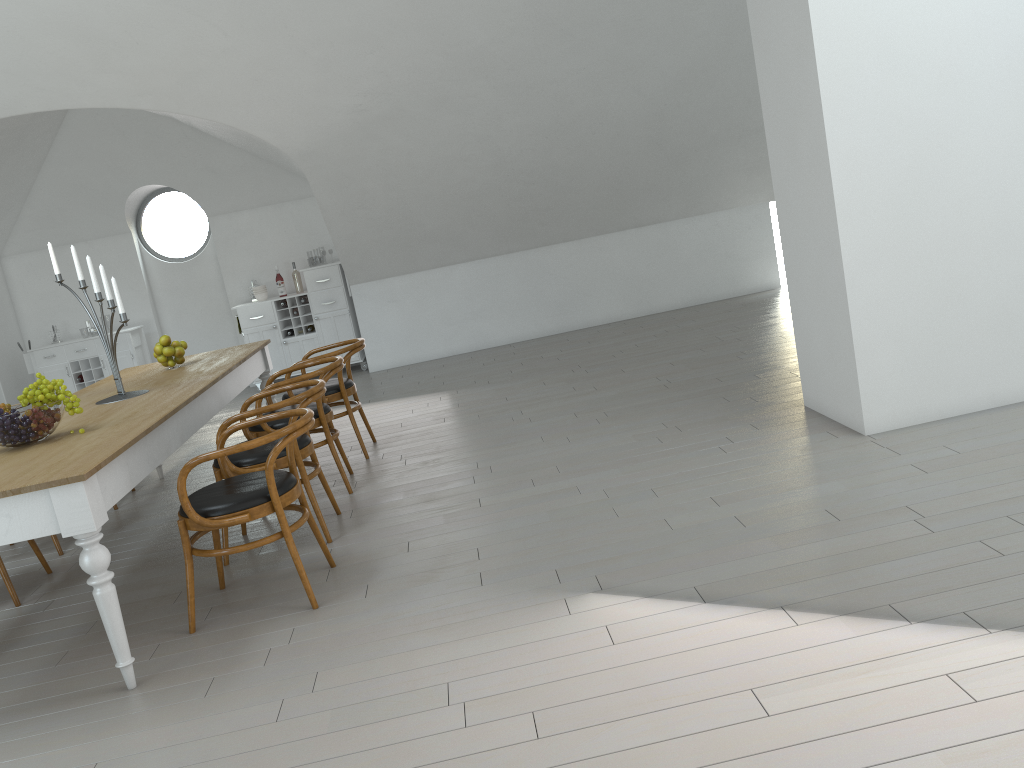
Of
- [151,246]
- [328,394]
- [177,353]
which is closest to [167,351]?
[177,353]

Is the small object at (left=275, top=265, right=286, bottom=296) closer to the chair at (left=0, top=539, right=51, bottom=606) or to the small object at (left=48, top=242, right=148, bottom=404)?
the small object at (left=48, top=242, right=148, bottom=404)

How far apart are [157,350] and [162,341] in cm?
6

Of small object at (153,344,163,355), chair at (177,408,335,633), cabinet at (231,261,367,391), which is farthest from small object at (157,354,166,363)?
cabinet at (231,261,367,391)

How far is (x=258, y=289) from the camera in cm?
915

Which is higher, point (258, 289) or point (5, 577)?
point (258, 289)

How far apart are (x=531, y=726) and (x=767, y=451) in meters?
2.3

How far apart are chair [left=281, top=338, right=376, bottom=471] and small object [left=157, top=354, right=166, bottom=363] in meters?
0.8 m

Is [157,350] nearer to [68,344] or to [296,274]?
[296,274]

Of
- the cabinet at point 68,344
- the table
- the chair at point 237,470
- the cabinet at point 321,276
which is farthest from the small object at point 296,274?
the chair at point 237,470
